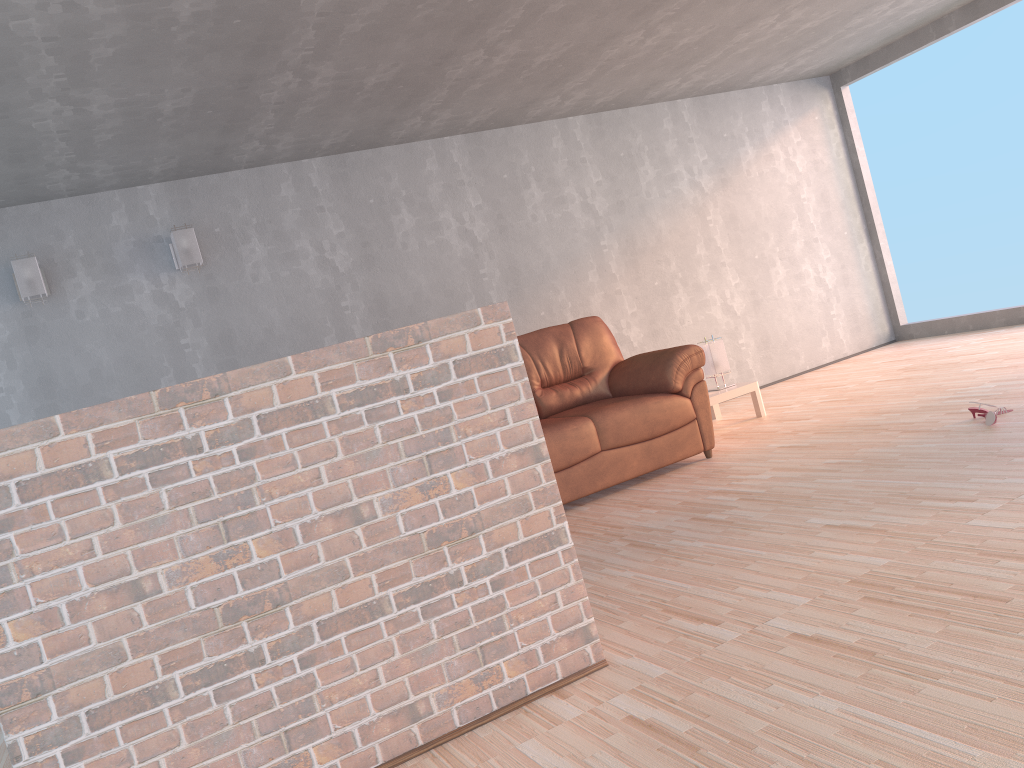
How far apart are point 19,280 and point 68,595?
3.7m

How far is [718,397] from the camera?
5.82m

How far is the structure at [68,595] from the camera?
1.9 meters

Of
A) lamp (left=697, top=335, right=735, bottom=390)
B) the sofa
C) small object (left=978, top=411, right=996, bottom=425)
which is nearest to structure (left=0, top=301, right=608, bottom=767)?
the sofa

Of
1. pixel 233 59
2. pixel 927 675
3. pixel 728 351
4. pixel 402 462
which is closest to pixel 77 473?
pixel 402 462

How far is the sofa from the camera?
4.67m

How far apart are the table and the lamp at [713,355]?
0.16m

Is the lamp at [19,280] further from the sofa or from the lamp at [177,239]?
the sofa

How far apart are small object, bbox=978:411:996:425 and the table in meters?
1.9 m

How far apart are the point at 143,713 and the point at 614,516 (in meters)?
2.62
